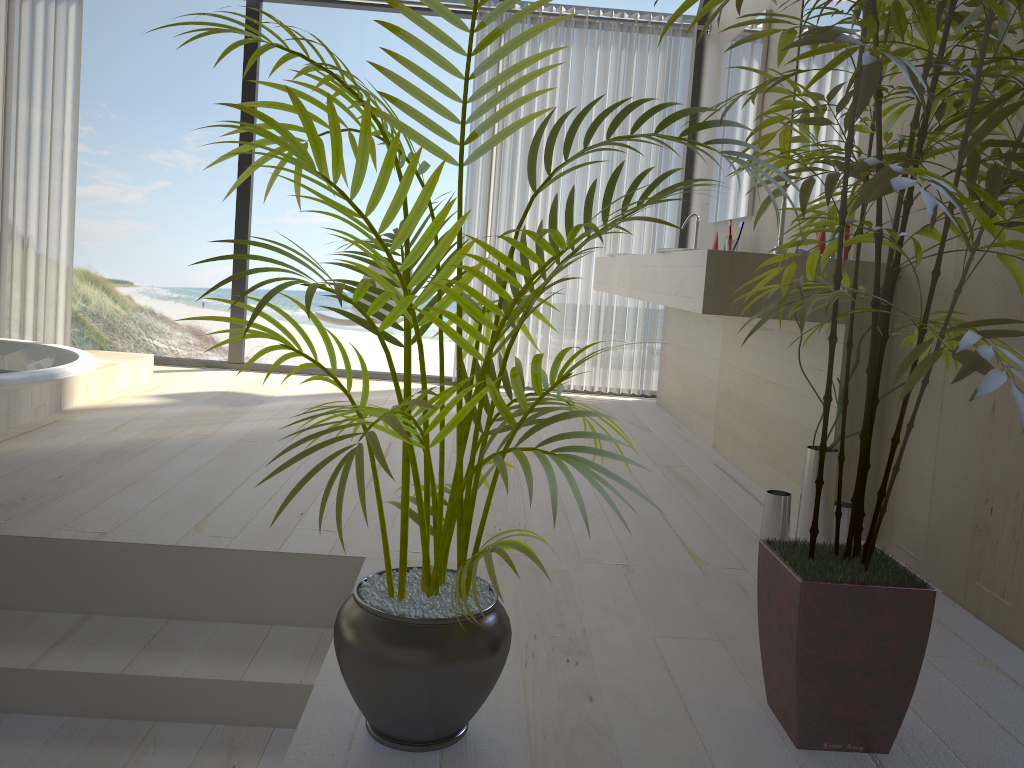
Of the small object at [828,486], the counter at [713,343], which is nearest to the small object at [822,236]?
the small object at [828,486]

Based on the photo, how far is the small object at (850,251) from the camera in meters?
2.5

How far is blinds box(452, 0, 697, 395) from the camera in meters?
4.7

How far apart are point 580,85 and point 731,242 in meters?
1.5

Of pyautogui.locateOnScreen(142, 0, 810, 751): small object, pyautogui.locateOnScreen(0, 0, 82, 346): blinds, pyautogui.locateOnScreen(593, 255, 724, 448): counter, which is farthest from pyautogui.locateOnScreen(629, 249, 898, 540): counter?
pyautogui.locateOnScreen(0, 0, 82, 346): blinds

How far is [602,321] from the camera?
4.9m

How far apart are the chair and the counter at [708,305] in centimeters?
137cm

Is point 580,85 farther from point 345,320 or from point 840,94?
point 840,94

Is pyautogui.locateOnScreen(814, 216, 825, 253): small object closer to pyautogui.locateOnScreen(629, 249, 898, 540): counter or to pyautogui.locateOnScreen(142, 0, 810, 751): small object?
pyautogui.locateOnScreen(629, 249, 898, 540): counter

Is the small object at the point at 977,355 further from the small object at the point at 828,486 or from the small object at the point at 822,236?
the small object at the point at 822,236
